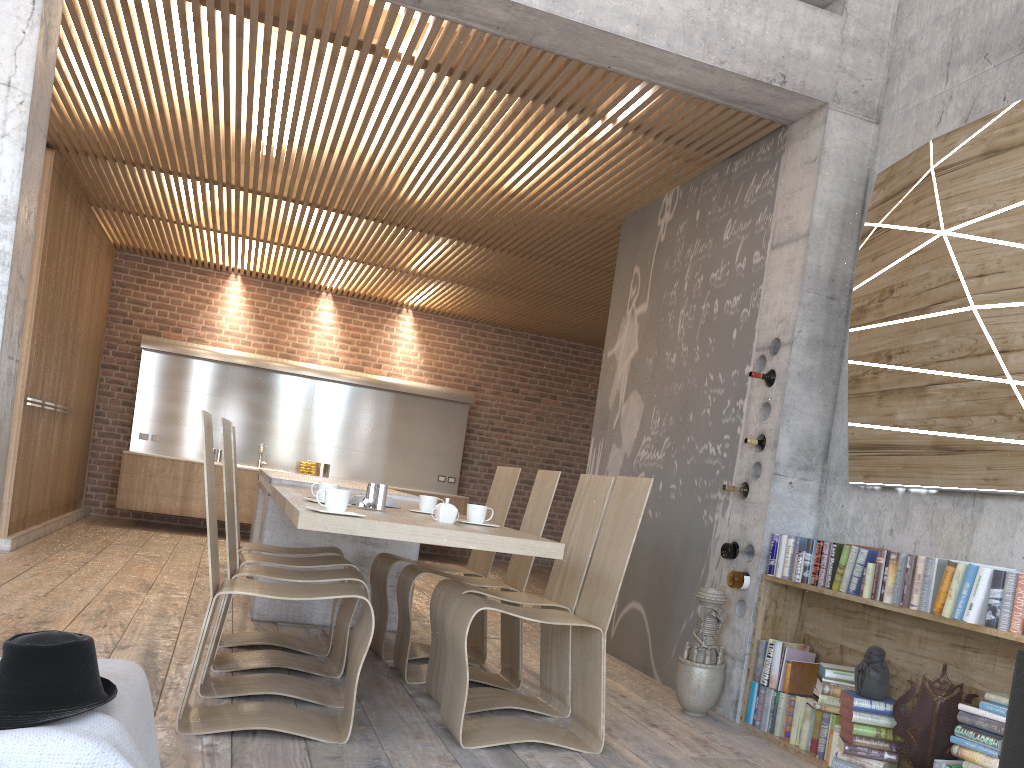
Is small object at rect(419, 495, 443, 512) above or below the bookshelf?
above

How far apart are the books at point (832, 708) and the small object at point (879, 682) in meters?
0.2

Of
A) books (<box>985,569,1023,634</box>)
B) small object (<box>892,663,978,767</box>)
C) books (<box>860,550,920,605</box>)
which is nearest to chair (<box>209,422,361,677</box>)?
books (<box>860,550,920,605</box>)

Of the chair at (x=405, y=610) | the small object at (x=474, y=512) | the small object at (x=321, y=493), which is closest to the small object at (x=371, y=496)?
the small object at (x=321, y=493)

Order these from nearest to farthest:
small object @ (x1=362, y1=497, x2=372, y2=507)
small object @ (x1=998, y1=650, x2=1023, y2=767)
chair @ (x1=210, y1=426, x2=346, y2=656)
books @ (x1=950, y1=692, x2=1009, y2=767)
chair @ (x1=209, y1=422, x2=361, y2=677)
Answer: small object @ (x1=998, y1=650, x2=1023, y2=767)
books @ (x1=950, y1=692, x2=1009, y2=767)
small object @ (x1=362, y1=497, x2=372, y2=507)
chair @ (x1=209, y1=422, x2=361, y2=677)
chair @ (x1=210, y1=426, x2=346, y2=656)

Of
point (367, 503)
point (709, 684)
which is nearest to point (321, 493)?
point (367, 503)

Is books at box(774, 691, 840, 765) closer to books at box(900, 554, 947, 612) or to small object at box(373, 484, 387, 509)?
books at box(900, 554, 947, 612)

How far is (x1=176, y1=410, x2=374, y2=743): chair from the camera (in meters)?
3.18

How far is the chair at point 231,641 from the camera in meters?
4.7 m

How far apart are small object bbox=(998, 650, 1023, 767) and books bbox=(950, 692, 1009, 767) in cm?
3
